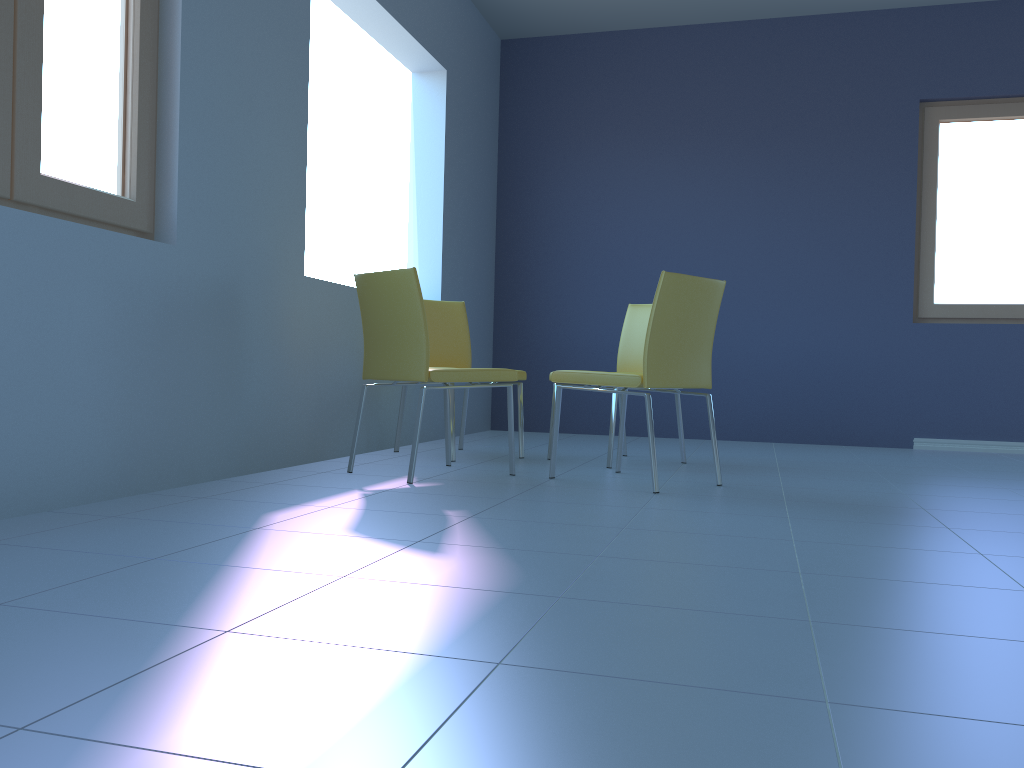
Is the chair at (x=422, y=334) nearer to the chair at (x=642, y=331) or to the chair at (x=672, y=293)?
the chair at (x=672, y=293)

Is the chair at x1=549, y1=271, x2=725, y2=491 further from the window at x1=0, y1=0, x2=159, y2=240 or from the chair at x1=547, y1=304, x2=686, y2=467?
the window at x1=0, y1=0, x2=159, y2=240

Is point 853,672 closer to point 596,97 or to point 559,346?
point 559,346

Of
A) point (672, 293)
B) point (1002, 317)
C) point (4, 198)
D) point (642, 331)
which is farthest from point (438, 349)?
point (1002, 317)

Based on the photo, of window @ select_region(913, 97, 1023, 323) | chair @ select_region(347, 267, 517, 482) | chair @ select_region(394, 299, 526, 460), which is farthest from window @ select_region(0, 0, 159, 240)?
window @ select_region(913, 97, 1023, 323)

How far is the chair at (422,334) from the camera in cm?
289

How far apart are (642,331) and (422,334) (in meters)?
1.37

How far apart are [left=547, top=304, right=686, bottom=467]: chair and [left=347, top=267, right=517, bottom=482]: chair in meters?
0.5 m

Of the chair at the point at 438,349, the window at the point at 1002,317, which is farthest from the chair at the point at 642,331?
the window at the point at 1002,317

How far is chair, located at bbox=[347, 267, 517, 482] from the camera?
2.9 meters
